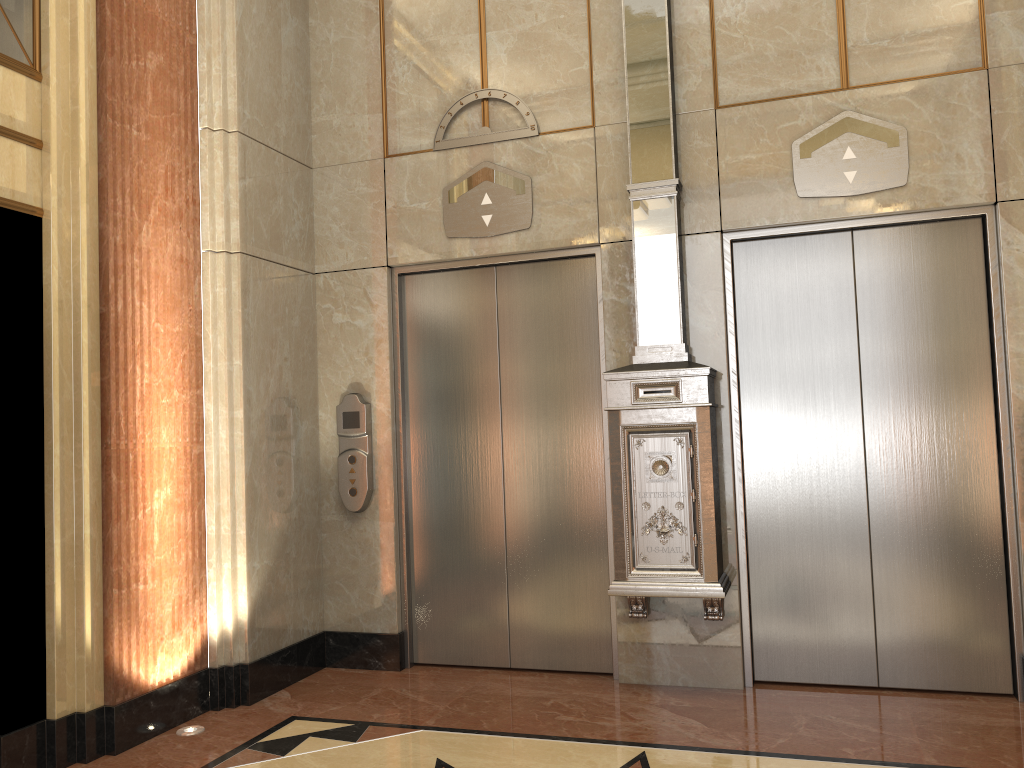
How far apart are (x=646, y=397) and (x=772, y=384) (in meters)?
0.67
